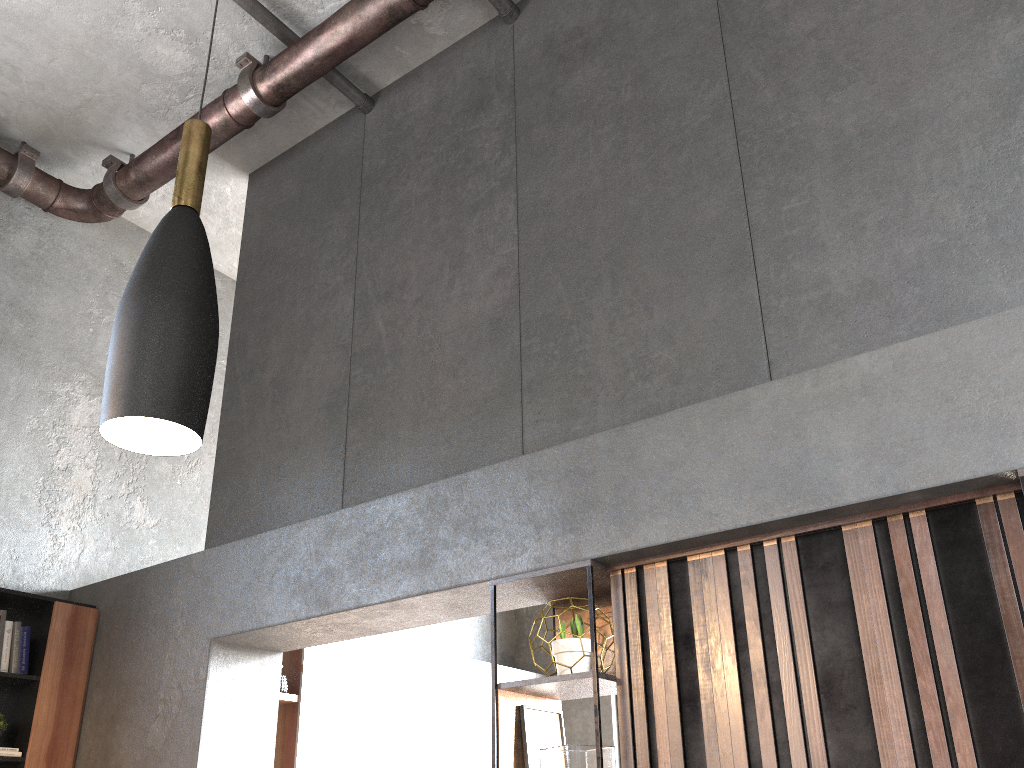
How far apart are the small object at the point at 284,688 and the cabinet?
1.3m

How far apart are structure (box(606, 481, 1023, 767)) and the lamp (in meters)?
1.80

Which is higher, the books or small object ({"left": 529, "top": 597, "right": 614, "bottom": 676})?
the books

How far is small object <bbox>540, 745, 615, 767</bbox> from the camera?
2.7 meters

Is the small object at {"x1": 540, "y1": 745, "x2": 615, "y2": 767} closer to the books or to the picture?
the picture

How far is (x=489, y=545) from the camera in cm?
318

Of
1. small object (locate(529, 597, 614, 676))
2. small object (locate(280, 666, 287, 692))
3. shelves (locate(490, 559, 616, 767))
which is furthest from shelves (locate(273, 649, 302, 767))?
small object (locate(529, 597, 614, 676))

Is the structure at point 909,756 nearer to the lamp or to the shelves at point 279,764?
the lamp

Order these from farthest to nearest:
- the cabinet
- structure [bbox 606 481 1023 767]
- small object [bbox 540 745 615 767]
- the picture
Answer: the cabinet, the picture, small object [bbox 540 745 615 767], structure [bbox 606 481 1023 767]

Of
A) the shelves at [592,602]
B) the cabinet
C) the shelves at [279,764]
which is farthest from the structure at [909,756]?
the shelves at [279,764]
